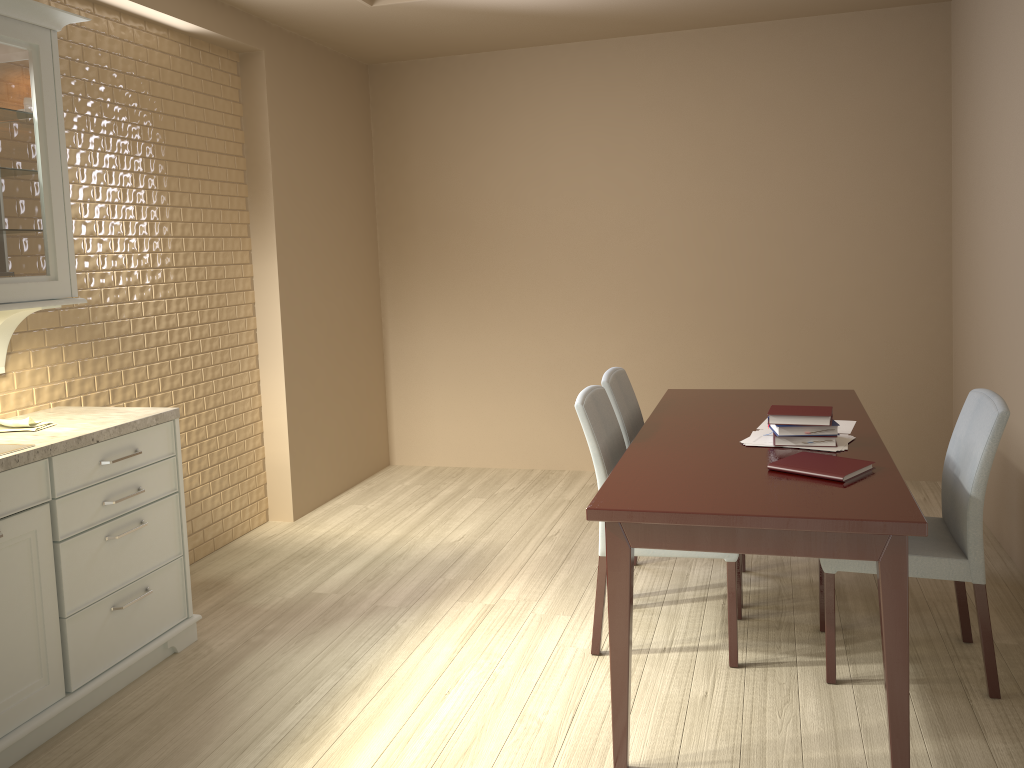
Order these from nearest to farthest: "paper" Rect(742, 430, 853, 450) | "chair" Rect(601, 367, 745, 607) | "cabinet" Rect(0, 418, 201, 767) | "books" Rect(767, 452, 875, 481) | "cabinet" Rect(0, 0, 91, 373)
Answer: "books" Rect(767, 452, 875, 481), "cabinet" Rect(0, 418, 201, 767), "cabinet" Rect(0, 0, 91, 373), "paper" Rect(742, 430, 853, 450), "chair" Rect(601, 367, 745, 607)

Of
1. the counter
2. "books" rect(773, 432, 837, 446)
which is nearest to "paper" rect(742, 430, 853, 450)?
"books" rect(773, 432, 837, 446)

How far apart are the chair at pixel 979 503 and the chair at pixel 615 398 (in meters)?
0.79

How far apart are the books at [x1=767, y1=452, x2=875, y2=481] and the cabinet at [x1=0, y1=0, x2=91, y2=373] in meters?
2.2

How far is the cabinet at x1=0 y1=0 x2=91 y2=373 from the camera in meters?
2.5 m

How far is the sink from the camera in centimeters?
247cm

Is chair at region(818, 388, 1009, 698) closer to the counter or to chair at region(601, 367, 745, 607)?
chair at region(601, 367, 745, 607)

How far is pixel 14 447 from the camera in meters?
2.5

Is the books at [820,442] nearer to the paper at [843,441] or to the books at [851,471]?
the paper at [843,441]

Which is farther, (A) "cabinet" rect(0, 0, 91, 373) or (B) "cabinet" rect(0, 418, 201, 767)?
(A) "cabinet" rect(0, 0, 91, 373)
